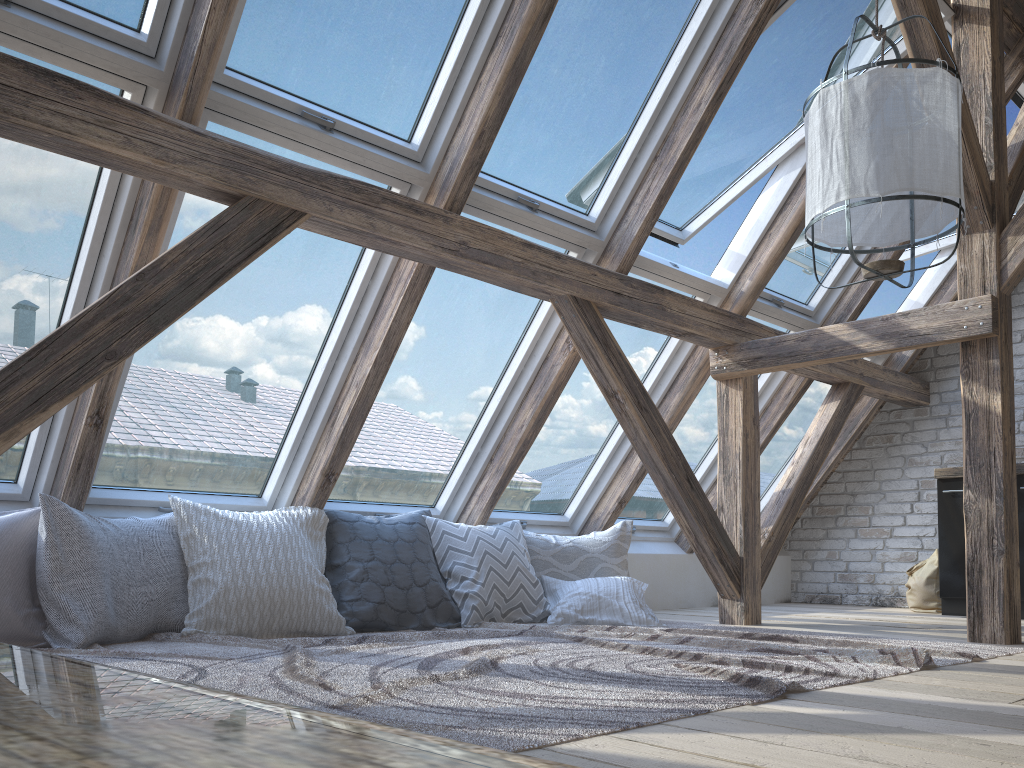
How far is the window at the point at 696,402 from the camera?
5.0m

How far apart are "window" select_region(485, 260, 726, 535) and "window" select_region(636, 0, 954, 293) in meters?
0.0 m

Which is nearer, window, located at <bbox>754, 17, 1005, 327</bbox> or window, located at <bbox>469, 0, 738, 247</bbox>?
window, located at <bbox>469, 0, 738, 247</bbox>

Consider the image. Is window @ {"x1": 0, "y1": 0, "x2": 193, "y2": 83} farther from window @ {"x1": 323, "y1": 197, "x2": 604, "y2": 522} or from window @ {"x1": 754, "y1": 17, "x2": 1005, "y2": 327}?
window @ {"x1": 754, "y1": 17, "x2": 1005, "y2": 327}

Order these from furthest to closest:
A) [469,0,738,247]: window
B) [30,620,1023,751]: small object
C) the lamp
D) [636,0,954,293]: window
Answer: [636,0,954,293]: window, [469,0,738,247]: window, the lamp, [30,620,1023,751]: small object

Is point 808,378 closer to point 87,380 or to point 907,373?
point 907,373

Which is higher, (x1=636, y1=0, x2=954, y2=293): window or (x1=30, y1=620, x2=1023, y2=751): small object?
(x1=636, y1=0, x2=954, y2=293): window

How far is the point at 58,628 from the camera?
2.7 meters

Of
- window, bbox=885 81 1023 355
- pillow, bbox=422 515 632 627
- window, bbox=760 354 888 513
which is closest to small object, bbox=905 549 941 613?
window, bbox=760 354 888 513

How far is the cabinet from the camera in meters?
4.9 m
